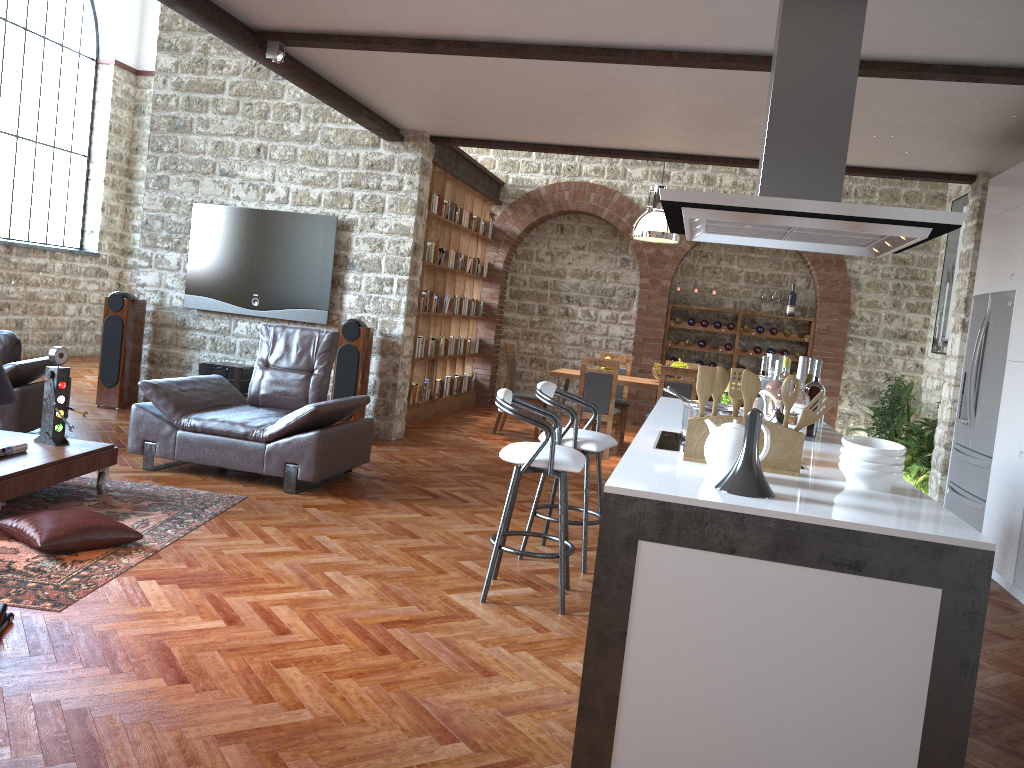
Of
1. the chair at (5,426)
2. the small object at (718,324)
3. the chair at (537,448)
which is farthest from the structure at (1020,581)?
the small object at (718,324)

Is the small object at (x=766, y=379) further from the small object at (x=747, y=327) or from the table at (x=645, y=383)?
the small object at (x=747, y=327)

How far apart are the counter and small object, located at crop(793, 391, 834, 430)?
0.2 meters

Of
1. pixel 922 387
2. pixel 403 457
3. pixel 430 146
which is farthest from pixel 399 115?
pixel 922 387

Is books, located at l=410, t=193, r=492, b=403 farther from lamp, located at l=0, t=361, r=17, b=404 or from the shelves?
lamp, located at l=0, t=361, r=17, b=404

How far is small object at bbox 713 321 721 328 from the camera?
11.7m

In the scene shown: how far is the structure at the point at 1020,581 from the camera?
5.0 meters

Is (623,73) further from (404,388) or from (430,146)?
(404,388)

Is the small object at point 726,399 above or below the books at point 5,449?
above

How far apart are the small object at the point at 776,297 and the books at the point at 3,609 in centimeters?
1016cm
